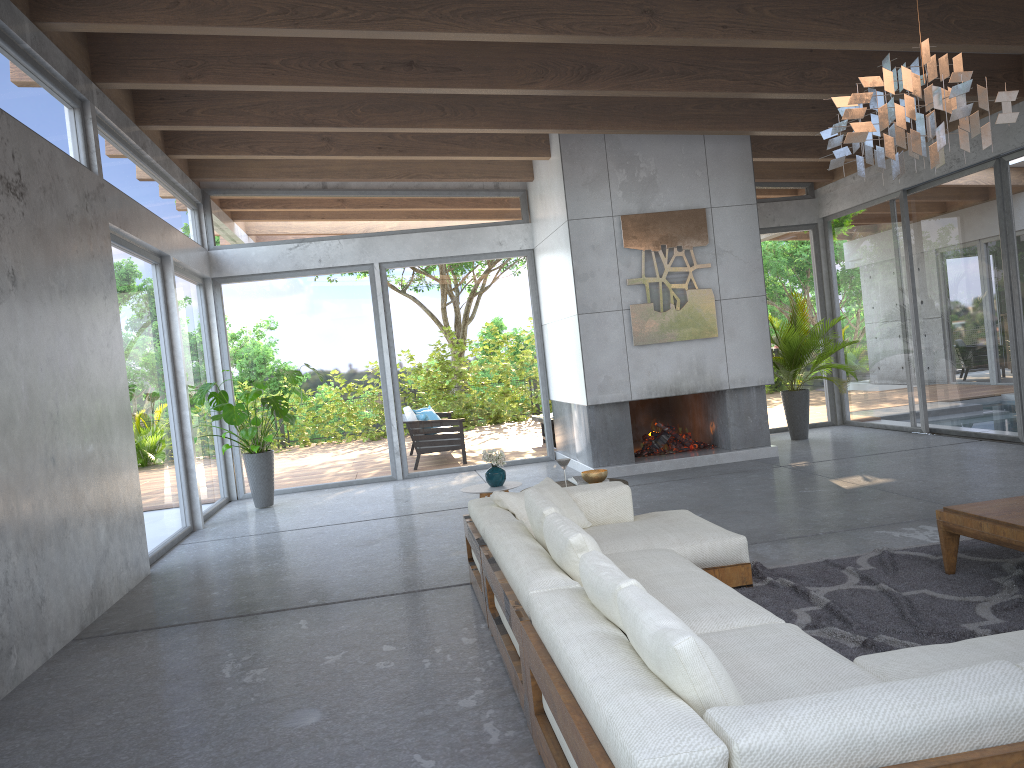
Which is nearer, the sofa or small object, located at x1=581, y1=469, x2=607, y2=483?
the sofa

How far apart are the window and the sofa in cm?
325

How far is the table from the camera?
4.0 meters

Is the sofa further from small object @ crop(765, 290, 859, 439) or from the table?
small object @ crop(765, 290, 859, 439)

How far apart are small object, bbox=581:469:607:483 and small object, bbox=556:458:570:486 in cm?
Result: 20

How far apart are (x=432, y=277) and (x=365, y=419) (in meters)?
1.95

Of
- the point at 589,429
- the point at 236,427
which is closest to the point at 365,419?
the point at 236,427

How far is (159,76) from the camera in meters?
6.8

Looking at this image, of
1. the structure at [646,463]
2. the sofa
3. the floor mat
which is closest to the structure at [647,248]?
the structure at [646,463]

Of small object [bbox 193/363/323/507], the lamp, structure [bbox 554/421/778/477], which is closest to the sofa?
the lamp
